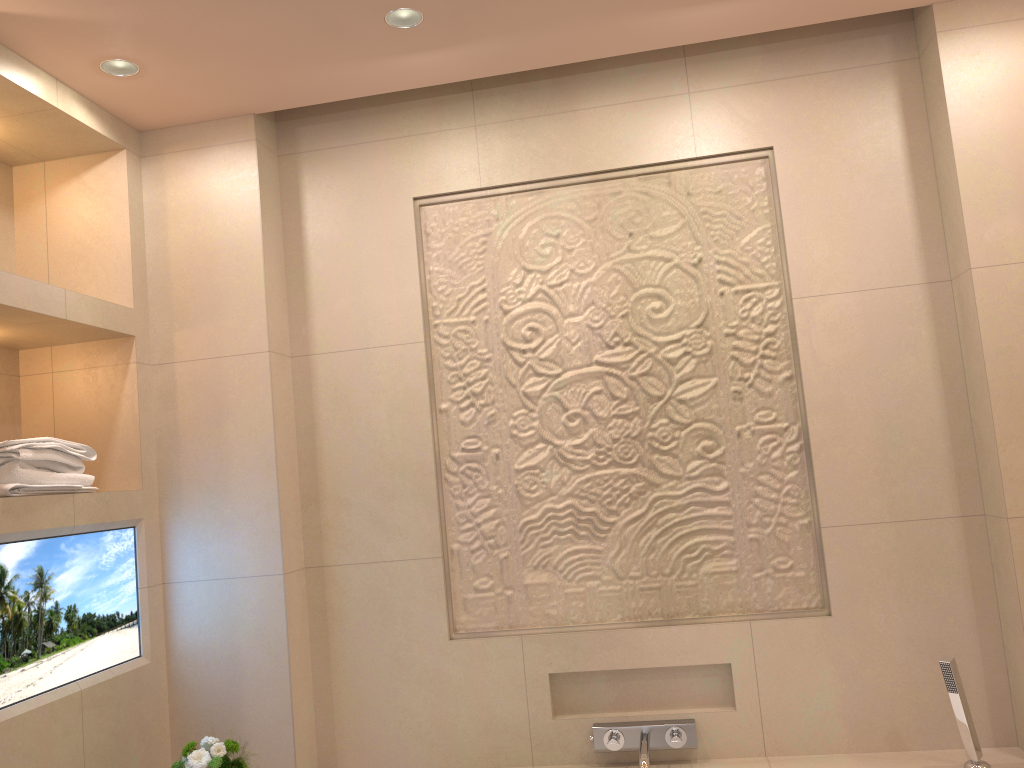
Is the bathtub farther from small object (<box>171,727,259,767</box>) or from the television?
the television

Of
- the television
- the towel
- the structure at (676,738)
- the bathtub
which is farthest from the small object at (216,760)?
the bathtub

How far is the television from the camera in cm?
200

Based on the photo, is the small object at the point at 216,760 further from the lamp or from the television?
the lamp

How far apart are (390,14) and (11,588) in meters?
1.6 m

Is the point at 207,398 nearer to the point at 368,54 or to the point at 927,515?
the point at 368,54

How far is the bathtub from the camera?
2.2m

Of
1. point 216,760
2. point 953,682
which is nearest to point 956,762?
point 953,682

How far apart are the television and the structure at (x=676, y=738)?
1.3 meters

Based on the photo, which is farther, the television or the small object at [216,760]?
the small object at [216,760]
